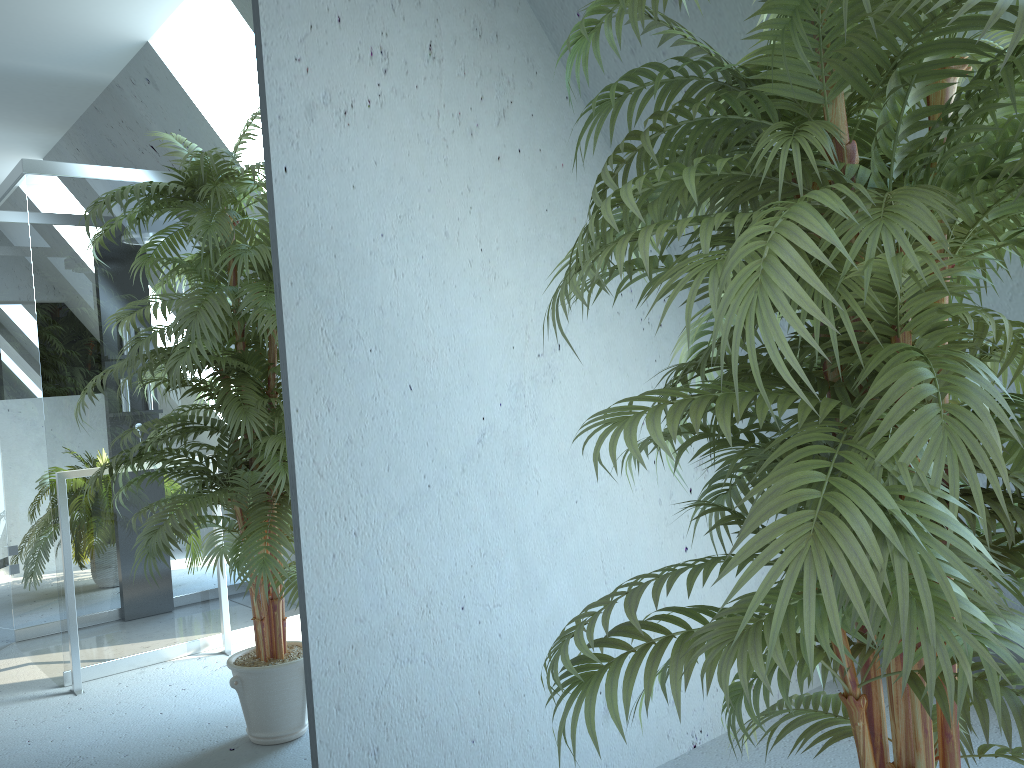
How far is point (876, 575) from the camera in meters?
0.8

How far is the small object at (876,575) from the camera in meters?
0.8

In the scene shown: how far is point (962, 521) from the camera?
1.11m

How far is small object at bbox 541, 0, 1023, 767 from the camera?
0.8 meters
